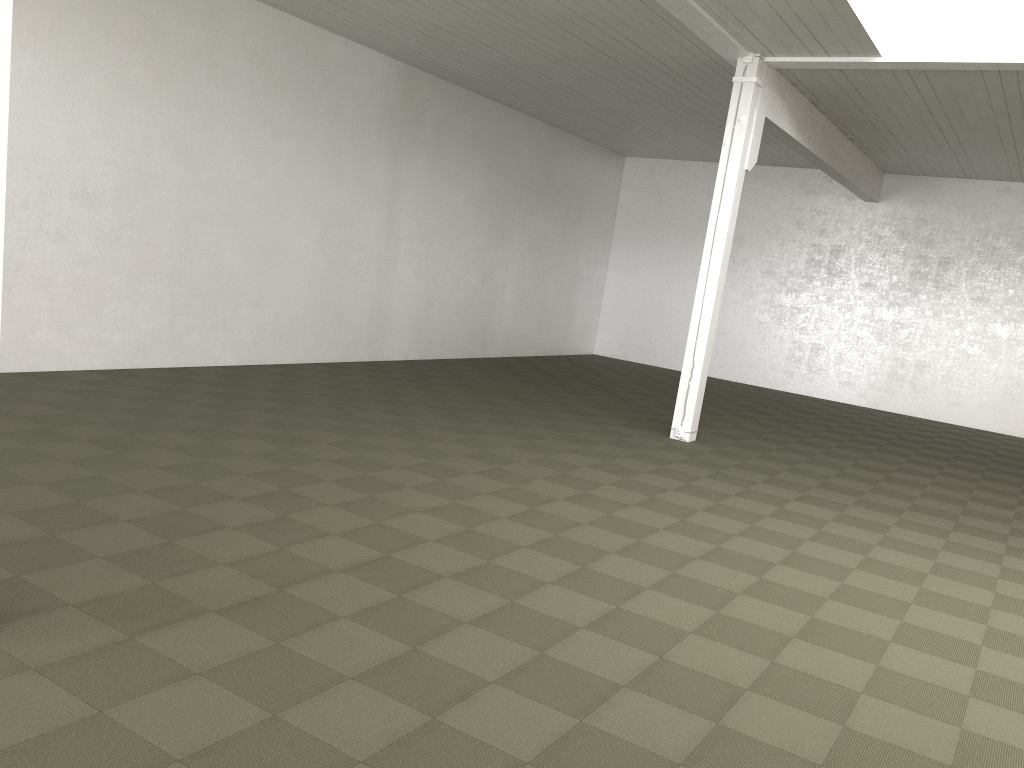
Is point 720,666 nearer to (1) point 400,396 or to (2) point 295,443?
(2) point 295,443

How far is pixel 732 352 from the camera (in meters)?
19.36
